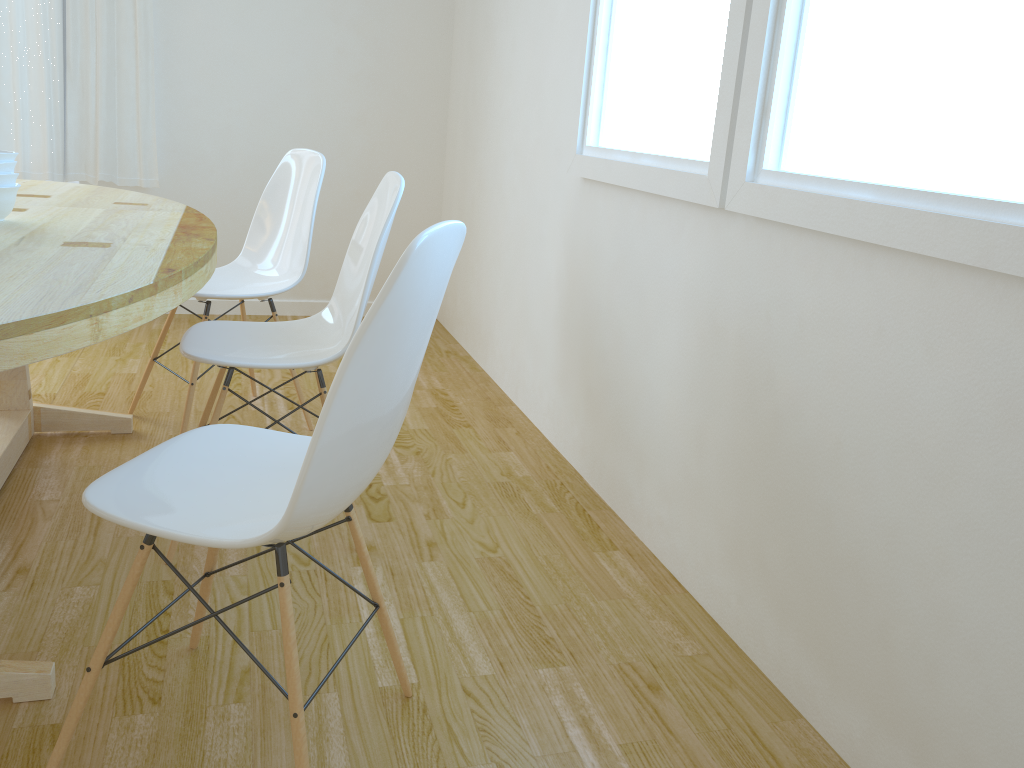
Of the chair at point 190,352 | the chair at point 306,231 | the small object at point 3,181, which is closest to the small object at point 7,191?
the small object at point 3,181

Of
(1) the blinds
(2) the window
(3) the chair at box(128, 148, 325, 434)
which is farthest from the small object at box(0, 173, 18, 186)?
(1) the blinds

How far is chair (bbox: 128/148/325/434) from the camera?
2.8 meters

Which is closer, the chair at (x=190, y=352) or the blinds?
the chair at (x=190, y=352)

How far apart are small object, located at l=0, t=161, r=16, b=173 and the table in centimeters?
11cm

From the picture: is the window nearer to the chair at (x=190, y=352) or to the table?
the chair at (x=190, y=352)

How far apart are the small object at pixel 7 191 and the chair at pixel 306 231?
0.6 meters

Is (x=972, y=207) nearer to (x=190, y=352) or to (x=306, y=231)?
(x=190, y=352)

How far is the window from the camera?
1.3m

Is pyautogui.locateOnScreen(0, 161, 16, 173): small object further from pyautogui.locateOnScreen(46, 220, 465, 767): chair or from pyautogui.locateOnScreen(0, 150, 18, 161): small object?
pyautogui.locateOnScreen(46, 220, 465, 767): chair
